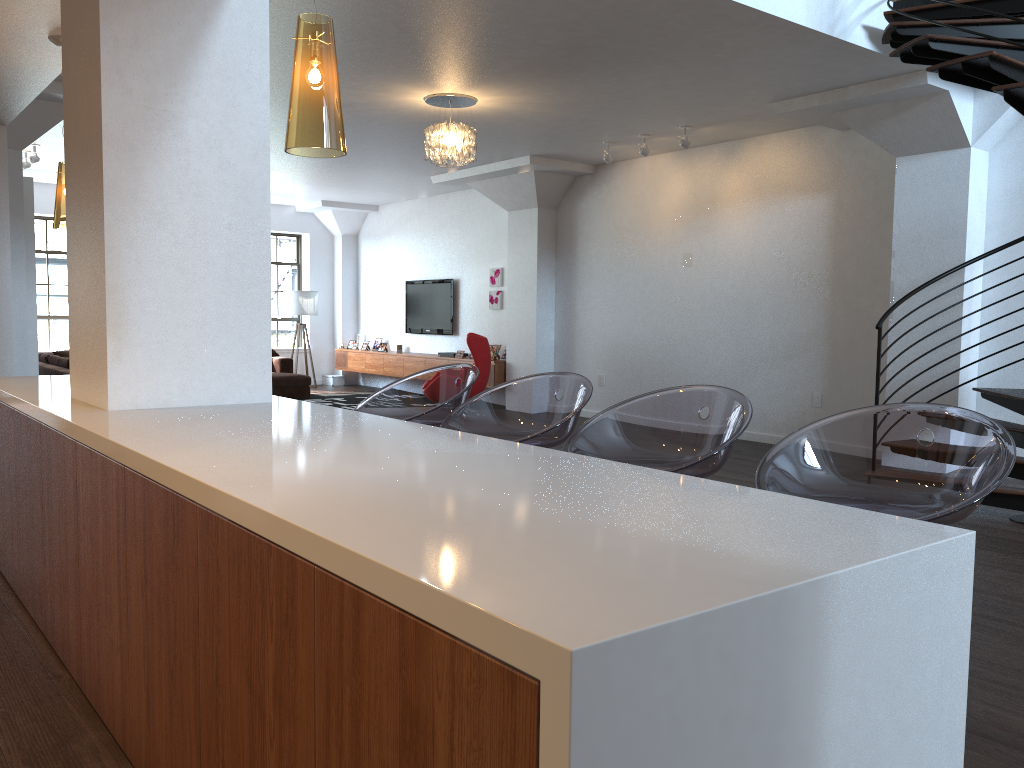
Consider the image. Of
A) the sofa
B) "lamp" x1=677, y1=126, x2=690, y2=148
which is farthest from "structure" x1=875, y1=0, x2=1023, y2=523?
the sofa

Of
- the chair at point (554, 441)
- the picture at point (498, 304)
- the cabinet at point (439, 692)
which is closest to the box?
the picture at point (498, 304)

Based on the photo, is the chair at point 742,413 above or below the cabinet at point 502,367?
above

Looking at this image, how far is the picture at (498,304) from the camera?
12.01m

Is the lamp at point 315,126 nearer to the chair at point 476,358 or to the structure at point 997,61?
the structure at point 997,61

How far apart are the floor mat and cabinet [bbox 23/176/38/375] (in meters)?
4.10

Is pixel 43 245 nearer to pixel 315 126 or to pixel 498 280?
pixel 498 280

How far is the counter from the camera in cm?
101

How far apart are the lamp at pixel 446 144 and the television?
5.36m

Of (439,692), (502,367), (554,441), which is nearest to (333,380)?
(502,367)
